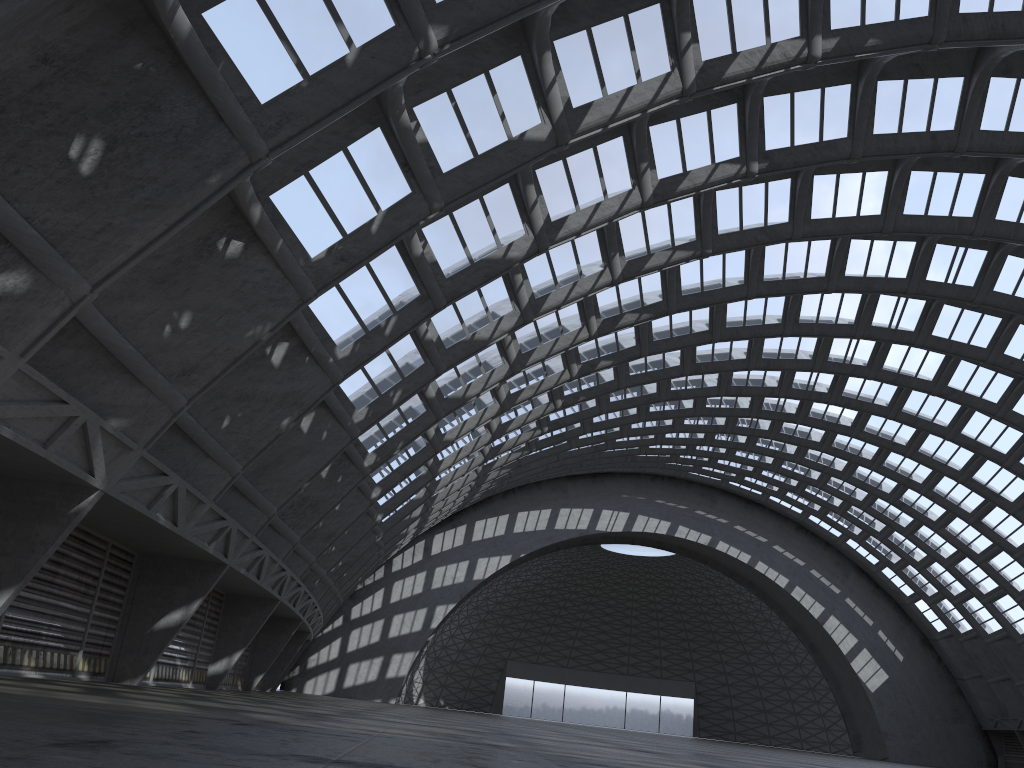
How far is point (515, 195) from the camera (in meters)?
20.20
